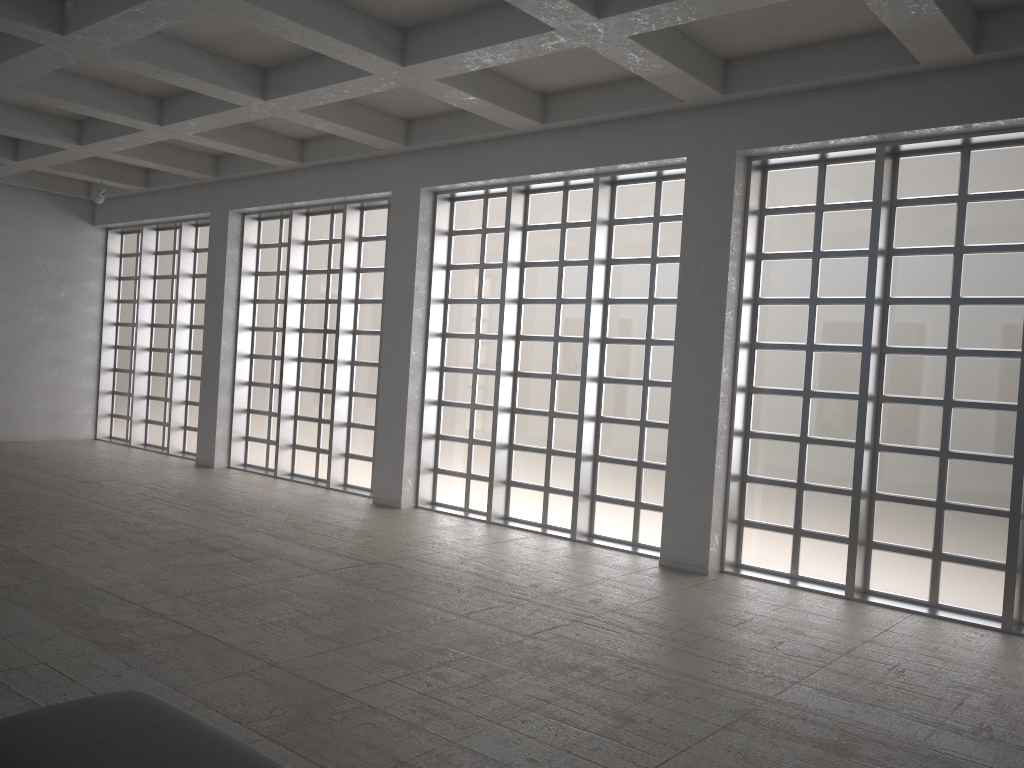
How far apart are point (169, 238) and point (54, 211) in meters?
4.2
